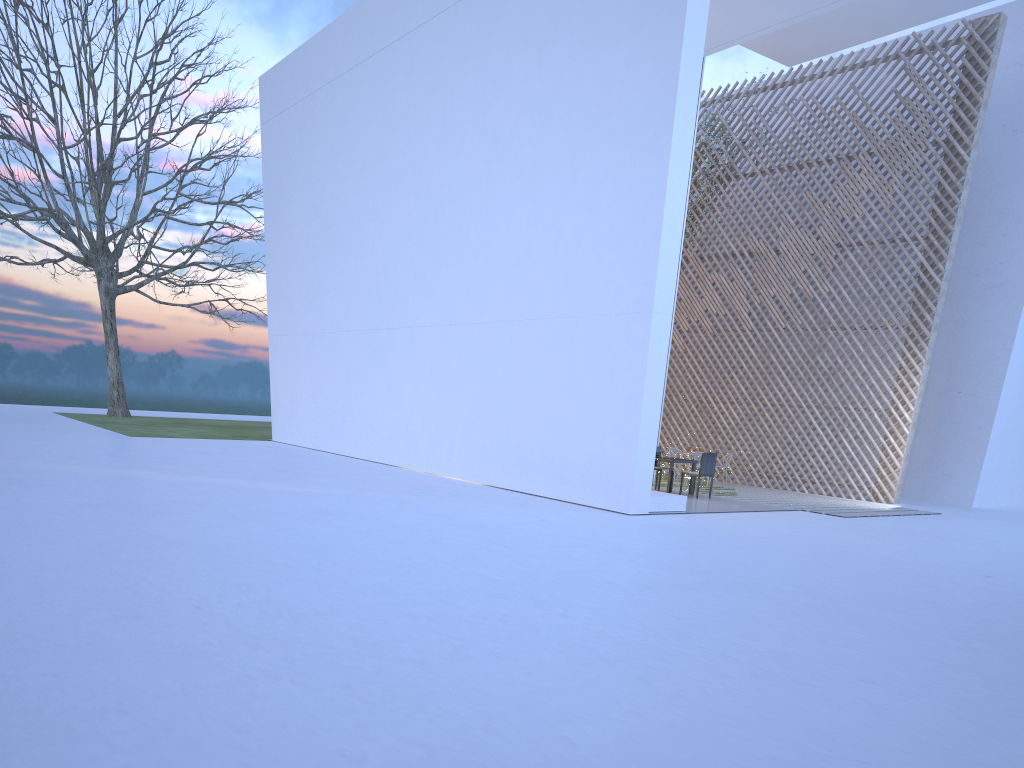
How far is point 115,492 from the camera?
5.71m

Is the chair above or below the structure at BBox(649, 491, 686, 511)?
above

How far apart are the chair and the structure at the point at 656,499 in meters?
1.3 m

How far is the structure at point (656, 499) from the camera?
6.54m

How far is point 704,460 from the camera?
7.91m

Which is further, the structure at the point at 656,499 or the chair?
the chair

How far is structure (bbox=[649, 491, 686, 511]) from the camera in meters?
6.5

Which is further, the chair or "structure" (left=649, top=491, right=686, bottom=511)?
the chair

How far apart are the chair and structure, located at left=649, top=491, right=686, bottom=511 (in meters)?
1.26
